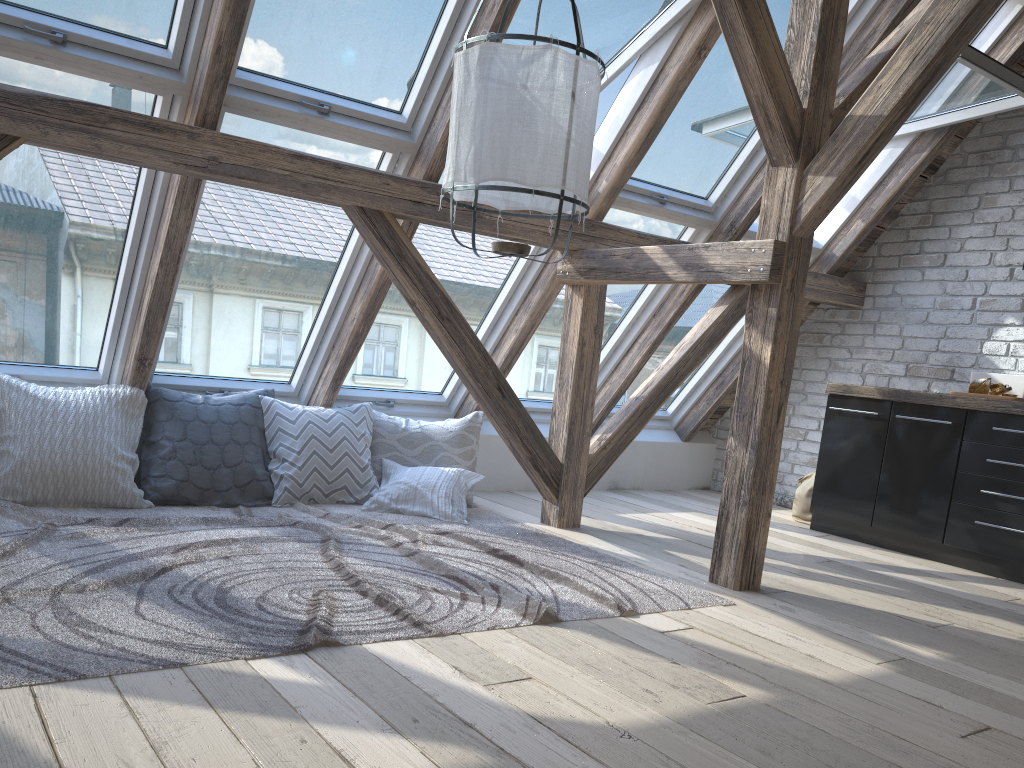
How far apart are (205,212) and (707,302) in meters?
3.1

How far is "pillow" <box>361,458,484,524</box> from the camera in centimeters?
418cm

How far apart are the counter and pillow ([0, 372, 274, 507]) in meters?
3.1 m

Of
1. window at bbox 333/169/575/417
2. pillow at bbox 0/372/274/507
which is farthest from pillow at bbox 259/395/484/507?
window at bbox 333/169/575/417

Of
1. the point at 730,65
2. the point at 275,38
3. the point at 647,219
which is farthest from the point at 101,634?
the point at 730,65

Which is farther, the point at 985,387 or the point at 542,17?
the point at 985,387

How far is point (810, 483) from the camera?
5.2 meters

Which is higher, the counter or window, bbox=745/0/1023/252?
window, bbox=745/0/1023/252

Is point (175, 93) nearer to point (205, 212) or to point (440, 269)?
point (205, 212)

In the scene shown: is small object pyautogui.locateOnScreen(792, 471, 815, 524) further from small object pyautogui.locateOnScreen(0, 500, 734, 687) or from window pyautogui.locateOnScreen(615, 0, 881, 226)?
small object pyautogui.locateOnScreen(0, 500, 734, 687)
